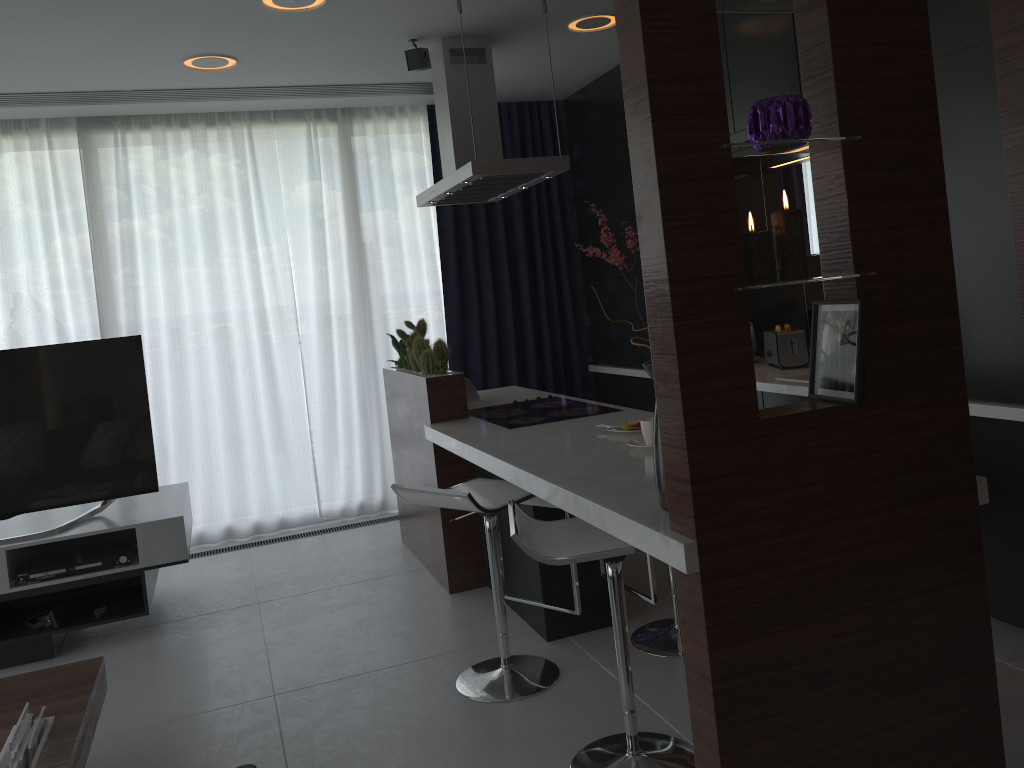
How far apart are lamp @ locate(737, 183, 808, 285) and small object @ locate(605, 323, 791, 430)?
1.3 meters

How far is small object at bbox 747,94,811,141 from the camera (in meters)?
1.79

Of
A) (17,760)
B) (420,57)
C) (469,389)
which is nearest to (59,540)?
(17,760)

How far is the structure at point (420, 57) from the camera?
4.1 meters

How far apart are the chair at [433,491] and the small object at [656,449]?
0.6m

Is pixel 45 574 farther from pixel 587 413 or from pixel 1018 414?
pixel 1018 414

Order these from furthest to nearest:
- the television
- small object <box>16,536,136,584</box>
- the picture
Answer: the television, small object <box>16,536,136,584</box>, the picture

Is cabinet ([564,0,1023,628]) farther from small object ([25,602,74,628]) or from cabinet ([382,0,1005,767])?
small object ([25,602,74,628])

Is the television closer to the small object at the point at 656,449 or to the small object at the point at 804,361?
the small object at the point at 656,449

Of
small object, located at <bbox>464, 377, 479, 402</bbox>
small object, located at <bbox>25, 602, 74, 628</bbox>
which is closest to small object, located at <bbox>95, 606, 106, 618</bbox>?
small object, located at <bbox>25, 602, 74, 628</bbox>
